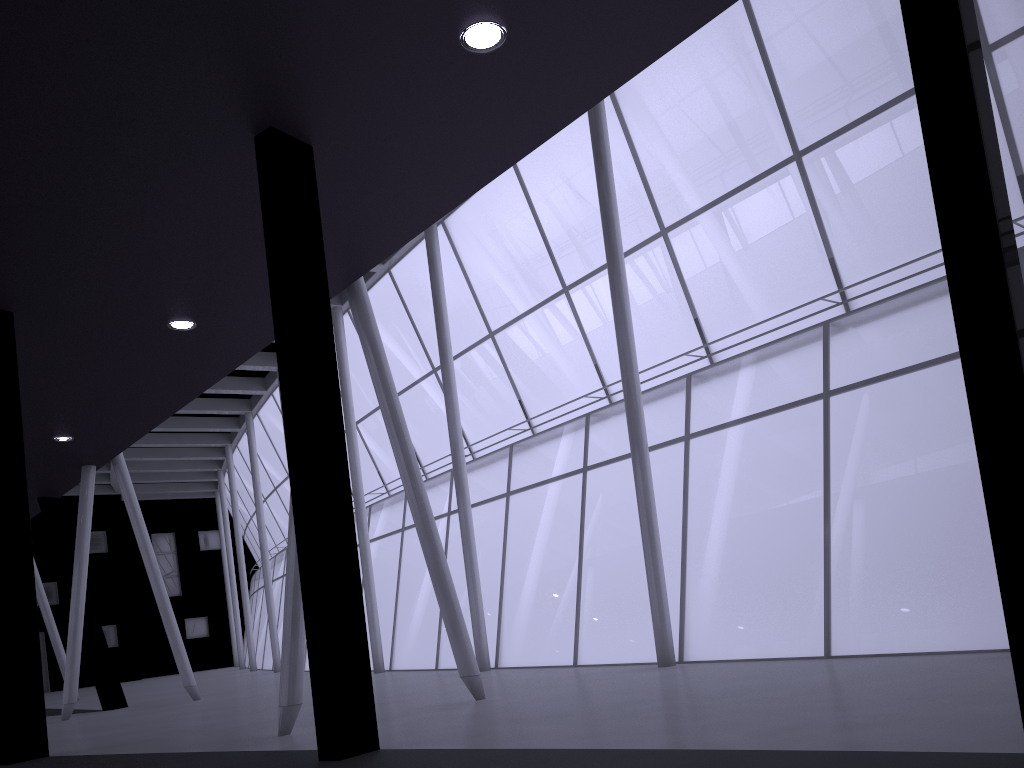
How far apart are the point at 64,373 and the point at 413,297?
19.9 meters
